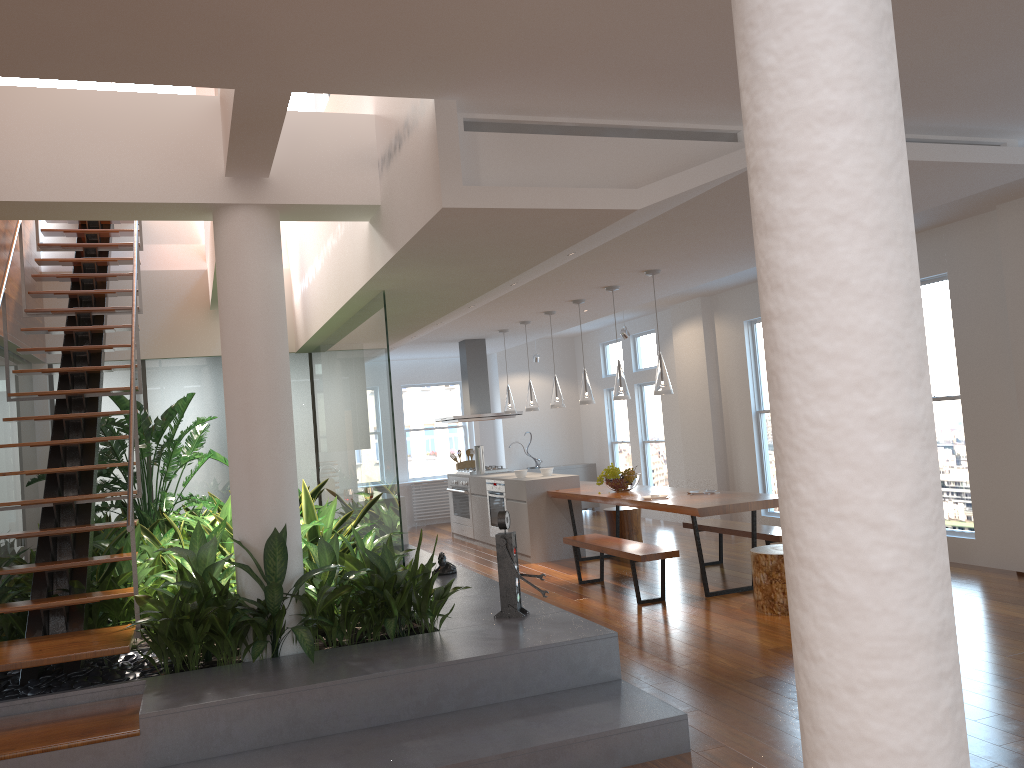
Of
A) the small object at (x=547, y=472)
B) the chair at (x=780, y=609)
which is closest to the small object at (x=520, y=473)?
the small object at (x=547, y=472)

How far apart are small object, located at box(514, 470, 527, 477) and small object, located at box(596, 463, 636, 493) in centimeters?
140cm

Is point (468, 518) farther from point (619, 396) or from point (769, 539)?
point (769, 539)

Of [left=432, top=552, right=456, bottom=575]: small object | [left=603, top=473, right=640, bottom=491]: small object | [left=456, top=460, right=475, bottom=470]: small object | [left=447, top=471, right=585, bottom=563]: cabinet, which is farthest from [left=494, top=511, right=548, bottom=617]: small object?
[left=456, top=460, right=475, bottom=470]: small object

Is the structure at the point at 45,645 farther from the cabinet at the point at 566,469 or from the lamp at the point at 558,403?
the cabinet at the point at 566,469

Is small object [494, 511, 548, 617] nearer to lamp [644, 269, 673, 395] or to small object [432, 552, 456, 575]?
small object [432, 552, 456, 575]

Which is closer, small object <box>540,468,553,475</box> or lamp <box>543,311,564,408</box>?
lamp <box>543,311,564,408</box>

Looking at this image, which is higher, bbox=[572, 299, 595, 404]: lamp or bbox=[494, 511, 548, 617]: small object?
bbox=[572, 299, 595, 404]: lamp

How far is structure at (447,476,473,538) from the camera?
10.86m

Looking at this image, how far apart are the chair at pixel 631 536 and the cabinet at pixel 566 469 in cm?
415
